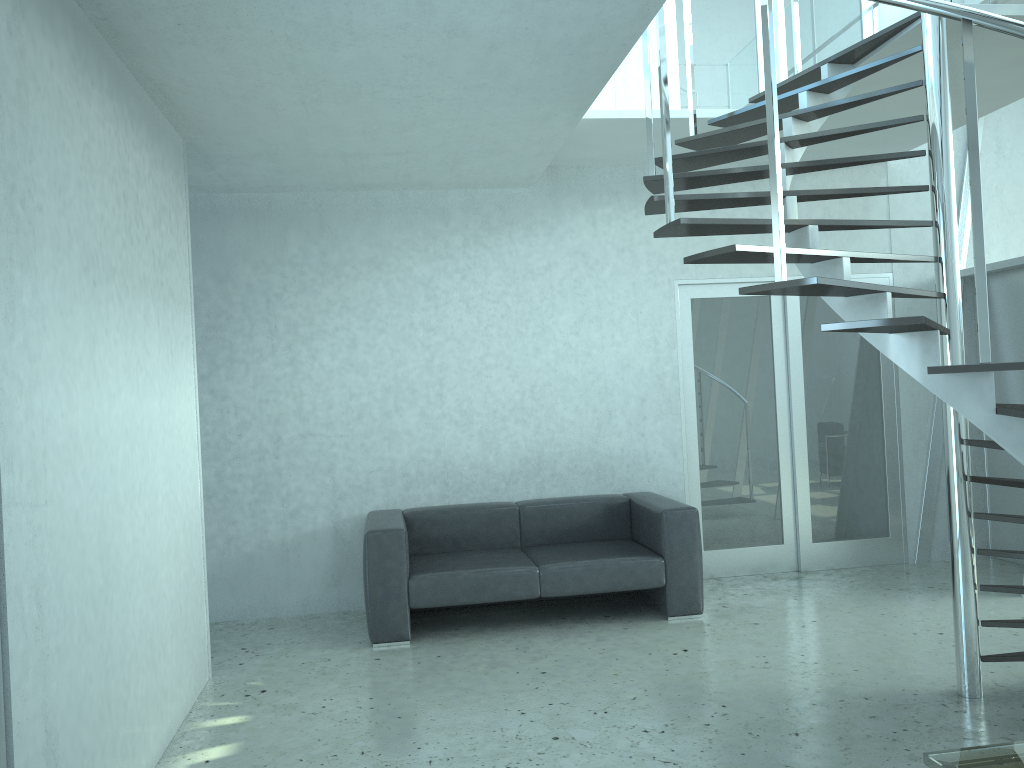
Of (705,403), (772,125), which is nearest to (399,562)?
(705,403)

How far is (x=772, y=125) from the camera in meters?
3.0

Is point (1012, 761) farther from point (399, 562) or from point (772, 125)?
point (399, 562)

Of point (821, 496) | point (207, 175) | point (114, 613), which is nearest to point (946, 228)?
point (821, 496)

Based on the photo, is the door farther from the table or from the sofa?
the table

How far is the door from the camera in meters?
6.3 m

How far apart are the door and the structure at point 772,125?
0.91m

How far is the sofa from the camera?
5.02m

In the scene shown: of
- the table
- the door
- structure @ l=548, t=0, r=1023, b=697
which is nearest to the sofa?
the door

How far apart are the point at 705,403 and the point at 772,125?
3.5m
